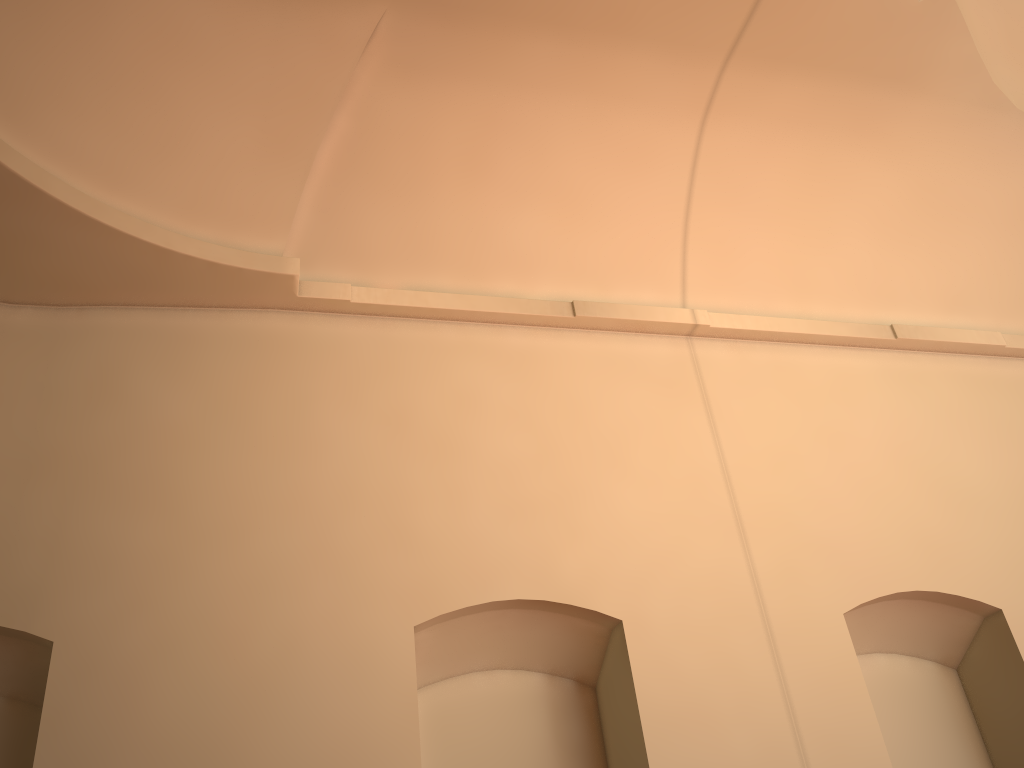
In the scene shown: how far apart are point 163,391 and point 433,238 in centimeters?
222cm
